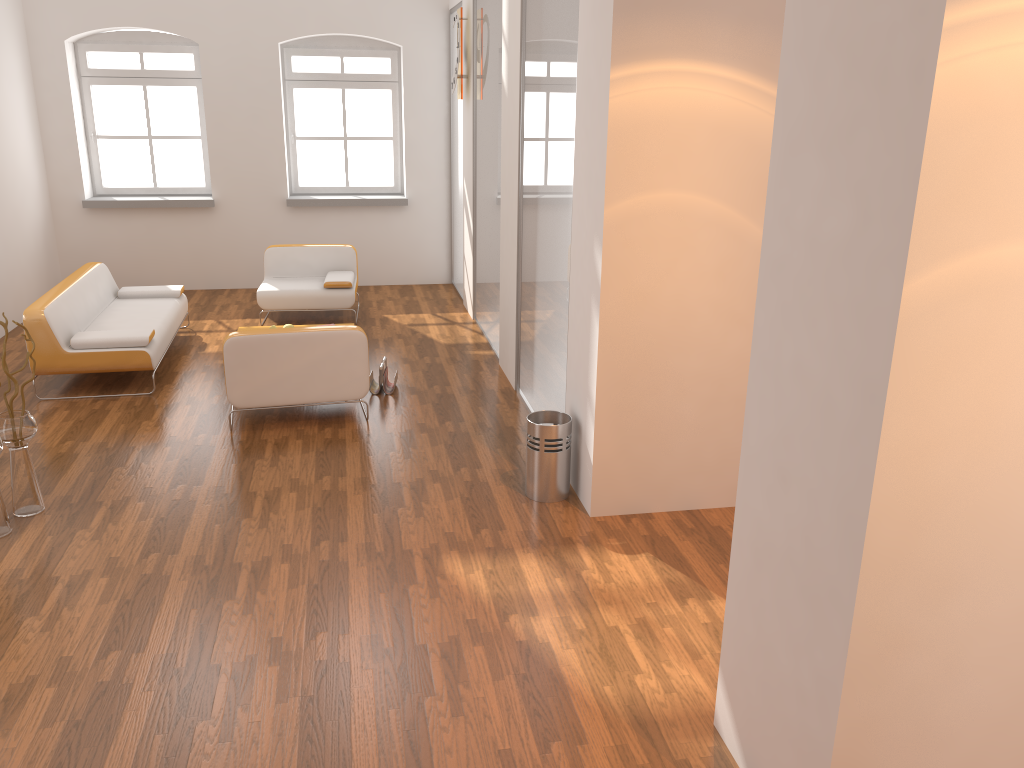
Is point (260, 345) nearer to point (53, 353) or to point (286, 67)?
point (53, 353)

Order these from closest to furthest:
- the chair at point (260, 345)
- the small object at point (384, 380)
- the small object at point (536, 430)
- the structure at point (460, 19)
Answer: the small object at point (536, 430) < the chair at point (260, 345) < the small object at point (384, 380) < the structure at point (460, 19)

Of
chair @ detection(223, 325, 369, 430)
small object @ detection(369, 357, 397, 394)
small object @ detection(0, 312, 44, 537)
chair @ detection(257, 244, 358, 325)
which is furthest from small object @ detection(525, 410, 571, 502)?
chair @ detection(257, 244, 358, 325)

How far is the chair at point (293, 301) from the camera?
8.4 meters

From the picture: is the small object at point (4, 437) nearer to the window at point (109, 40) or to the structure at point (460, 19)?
the structure at point (460, 19)

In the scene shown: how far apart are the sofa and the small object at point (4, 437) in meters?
1.8

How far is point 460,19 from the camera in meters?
8.1

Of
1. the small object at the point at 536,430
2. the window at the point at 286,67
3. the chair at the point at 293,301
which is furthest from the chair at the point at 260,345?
the window at the point at 286,67

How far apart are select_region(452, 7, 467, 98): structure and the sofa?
3.2m

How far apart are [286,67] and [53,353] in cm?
484
